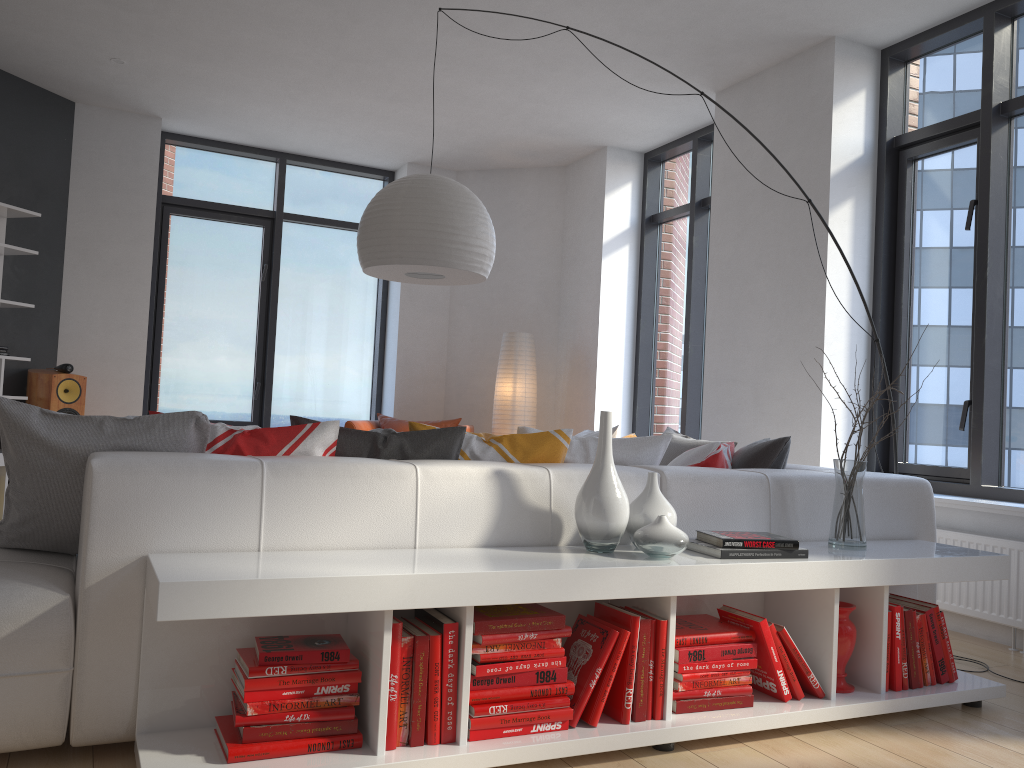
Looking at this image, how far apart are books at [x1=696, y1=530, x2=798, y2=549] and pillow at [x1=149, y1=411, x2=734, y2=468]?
0.5 meters

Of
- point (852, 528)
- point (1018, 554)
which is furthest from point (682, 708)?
point (1018, 554)

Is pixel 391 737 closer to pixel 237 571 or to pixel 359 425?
pixel 237 571

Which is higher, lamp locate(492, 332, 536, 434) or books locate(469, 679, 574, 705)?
lamp locate(492, 332, 536, 434)

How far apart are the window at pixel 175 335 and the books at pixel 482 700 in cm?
553

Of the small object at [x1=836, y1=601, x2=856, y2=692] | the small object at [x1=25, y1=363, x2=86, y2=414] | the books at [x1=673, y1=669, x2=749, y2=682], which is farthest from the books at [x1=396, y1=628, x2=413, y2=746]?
the small object at [x1=25, y1=363, x2=86, y2=414]

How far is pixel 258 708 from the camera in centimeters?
198cm

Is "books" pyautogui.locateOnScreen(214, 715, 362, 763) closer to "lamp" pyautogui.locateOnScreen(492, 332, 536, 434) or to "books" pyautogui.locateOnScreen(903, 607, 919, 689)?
"books" pyautogui.locateOnScreen(903, 607, 919, 689)

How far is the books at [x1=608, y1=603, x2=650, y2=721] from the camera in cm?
234

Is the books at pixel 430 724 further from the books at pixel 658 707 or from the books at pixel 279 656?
the books at pixel 658 707
